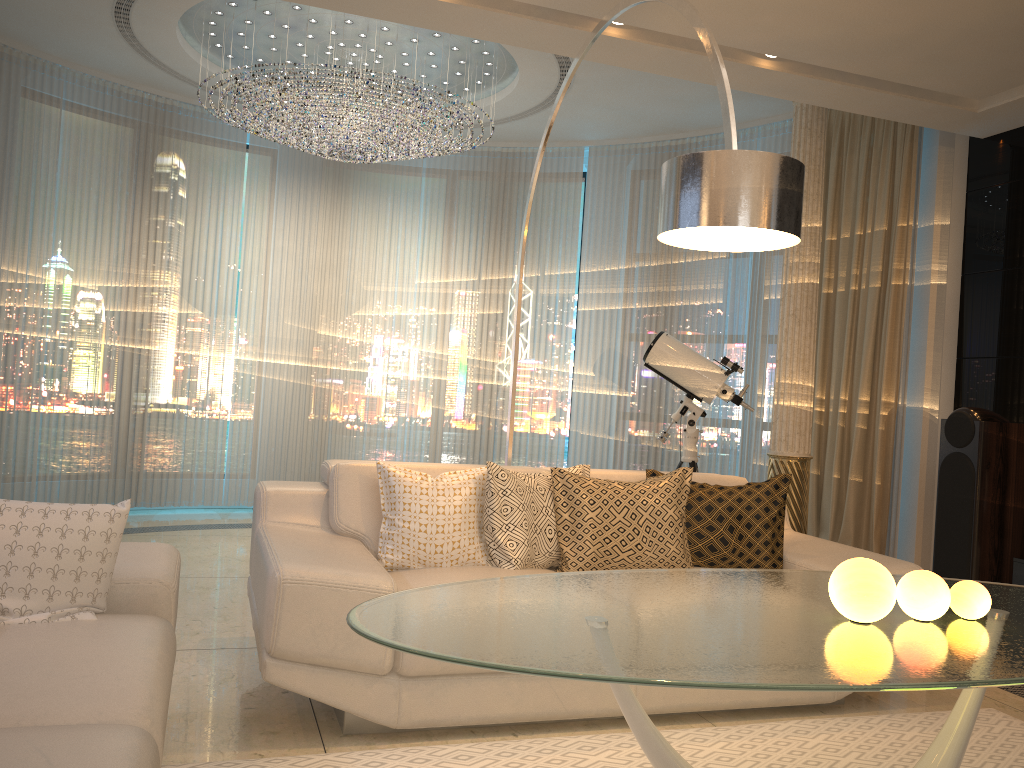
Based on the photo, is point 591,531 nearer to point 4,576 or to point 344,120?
point 4,576

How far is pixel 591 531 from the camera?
3.3m

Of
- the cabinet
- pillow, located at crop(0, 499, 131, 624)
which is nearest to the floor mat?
pillow, located at crop(0, 499, 131, 624)

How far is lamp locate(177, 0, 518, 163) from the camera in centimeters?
524cm

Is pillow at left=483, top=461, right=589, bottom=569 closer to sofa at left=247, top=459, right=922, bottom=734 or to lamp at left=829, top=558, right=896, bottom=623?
sofa at left=247, top=459, right=922, bottom=734

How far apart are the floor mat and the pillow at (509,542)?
0.6 meters

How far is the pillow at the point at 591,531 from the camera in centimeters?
327cm

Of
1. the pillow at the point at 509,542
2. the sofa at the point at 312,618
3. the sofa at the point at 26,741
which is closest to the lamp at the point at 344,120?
the sofa at the point at 312,618

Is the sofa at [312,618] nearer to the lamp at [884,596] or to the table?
the table

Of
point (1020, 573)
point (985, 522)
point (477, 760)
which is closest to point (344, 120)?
point (477, 760)
